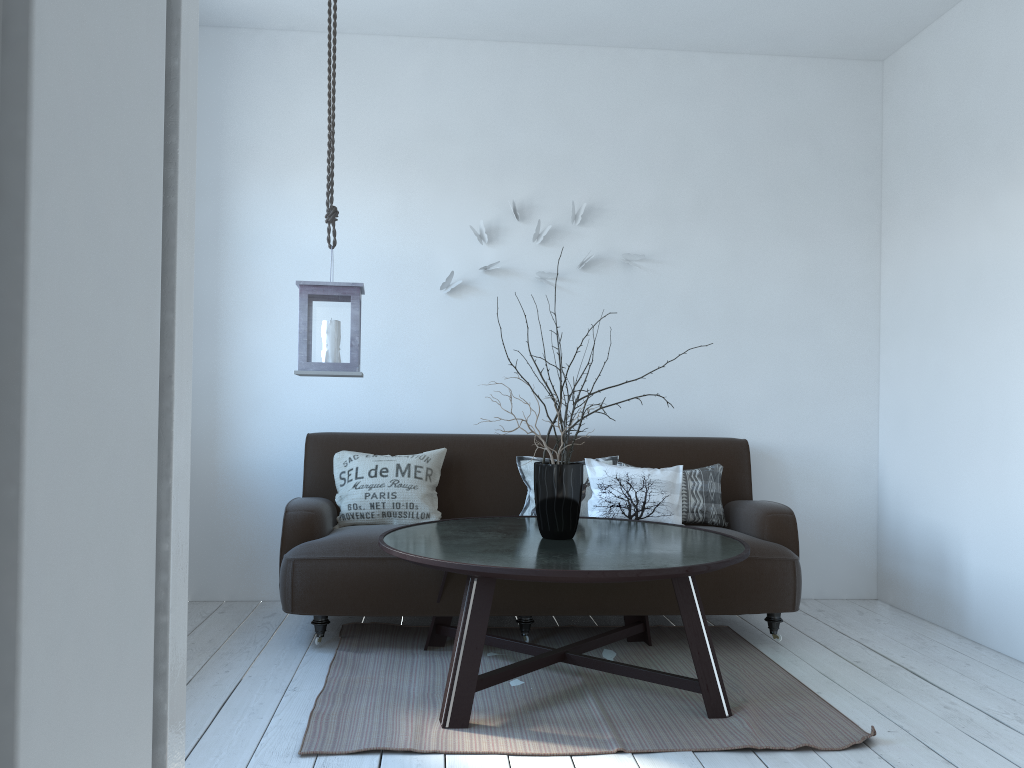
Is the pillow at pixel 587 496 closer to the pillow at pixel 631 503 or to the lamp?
the pillow at pixel 631 503

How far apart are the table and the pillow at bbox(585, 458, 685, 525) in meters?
0.2 m

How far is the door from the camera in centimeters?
44cm

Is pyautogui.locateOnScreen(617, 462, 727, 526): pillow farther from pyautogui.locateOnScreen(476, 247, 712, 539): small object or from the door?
the door

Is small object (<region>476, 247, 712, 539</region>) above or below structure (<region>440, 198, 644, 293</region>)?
below

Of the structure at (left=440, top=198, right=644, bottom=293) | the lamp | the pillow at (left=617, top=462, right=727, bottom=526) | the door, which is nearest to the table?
the pillow at (left=617, top=462, right=727, bottom=526)

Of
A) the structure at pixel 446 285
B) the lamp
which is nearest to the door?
the lamp

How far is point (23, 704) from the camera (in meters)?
0.44

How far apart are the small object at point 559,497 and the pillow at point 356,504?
0.86m

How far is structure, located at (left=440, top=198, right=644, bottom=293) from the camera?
4.4 meters
